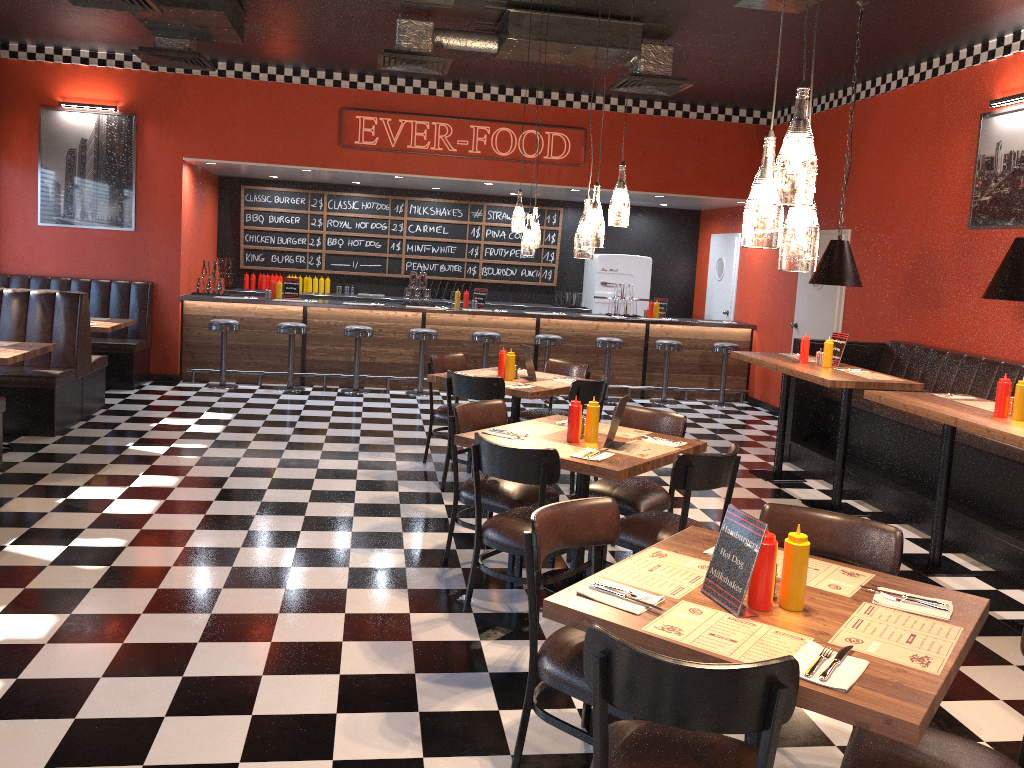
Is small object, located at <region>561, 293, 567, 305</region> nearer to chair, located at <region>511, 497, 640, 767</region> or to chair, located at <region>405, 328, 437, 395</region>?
chair, located at <region>405, 328, 437, 395</region>

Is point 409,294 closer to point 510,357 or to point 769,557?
point 510,357

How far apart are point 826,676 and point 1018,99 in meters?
6.2 m

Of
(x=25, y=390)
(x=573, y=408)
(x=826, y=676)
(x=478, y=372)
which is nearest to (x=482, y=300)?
(x=478, y=372)

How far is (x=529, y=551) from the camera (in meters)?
2.90

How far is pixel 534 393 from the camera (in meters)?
6.12

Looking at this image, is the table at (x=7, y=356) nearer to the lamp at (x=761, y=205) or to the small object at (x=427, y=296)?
the small object at (x=427, y=296)

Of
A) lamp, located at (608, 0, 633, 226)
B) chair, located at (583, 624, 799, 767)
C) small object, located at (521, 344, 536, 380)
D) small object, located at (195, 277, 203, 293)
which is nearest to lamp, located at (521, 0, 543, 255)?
small object, located at (521, 344, 536, 380)

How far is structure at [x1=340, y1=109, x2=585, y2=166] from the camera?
10.1m

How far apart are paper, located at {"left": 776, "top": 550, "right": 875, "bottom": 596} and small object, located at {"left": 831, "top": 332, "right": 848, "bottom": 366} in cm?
429
